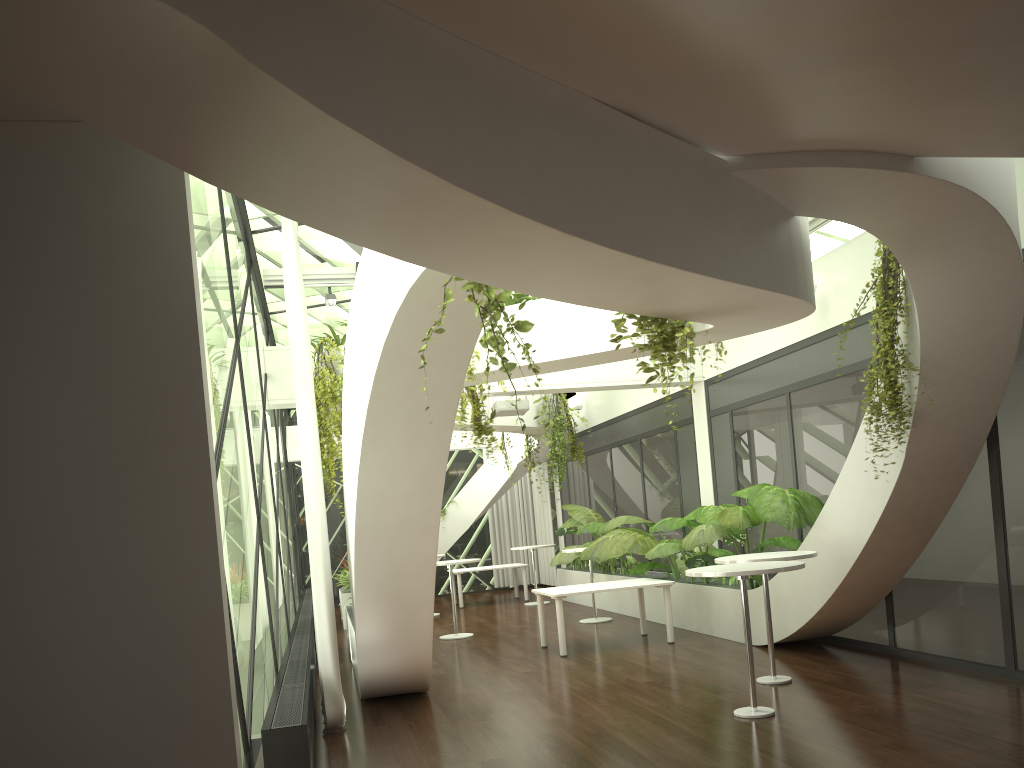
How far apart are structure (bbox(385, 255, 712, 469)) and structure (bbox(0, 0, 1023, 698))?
0.1 meters

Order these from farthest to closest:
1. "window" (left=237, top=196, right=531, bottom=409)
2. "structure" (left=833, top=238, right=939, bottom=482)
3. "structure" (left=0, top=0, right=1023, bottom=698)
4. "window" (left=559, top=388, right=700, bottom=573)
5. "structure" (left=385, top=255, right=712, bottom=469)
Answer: "window" (left=559, top=388, right=700, bottom=573) < "window" (left=237, top=196, right=531, bottom=409) < "structure" (left=833, top=238, right=939, bottom=482) < "structure" (left=385, top=255, right=712, bottom=469) < "structure" (left=0, top=0, right=1023, bottom=698)

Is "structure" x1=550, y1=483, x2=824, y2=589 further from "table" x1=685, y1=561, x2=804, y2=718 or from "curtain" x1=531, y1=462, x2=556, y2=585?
"curtain" x1=531, y1=462, x2=556, y2=585

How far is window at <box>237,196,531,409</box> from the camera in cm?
859

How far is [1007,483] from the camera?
6.8m

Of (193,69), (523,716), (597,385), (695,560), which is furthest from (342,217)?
(597,385)

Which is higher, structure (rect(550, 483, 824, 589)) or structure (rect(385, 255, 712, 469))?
structure (rect(385, 255, 712, 469))

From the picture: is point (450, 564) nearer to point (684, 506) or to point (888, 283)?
point (684, 506)

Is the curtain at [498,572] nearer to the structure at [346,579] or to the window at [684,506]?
the window at [684,506]

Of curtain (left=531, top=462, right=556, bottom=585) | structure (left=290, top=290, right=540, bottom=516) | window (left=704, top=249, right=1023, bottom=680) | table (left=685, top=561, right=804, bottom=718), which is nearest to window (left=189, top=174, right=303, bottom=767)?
structure (left=290, top=290, right=540, bottom=516)
